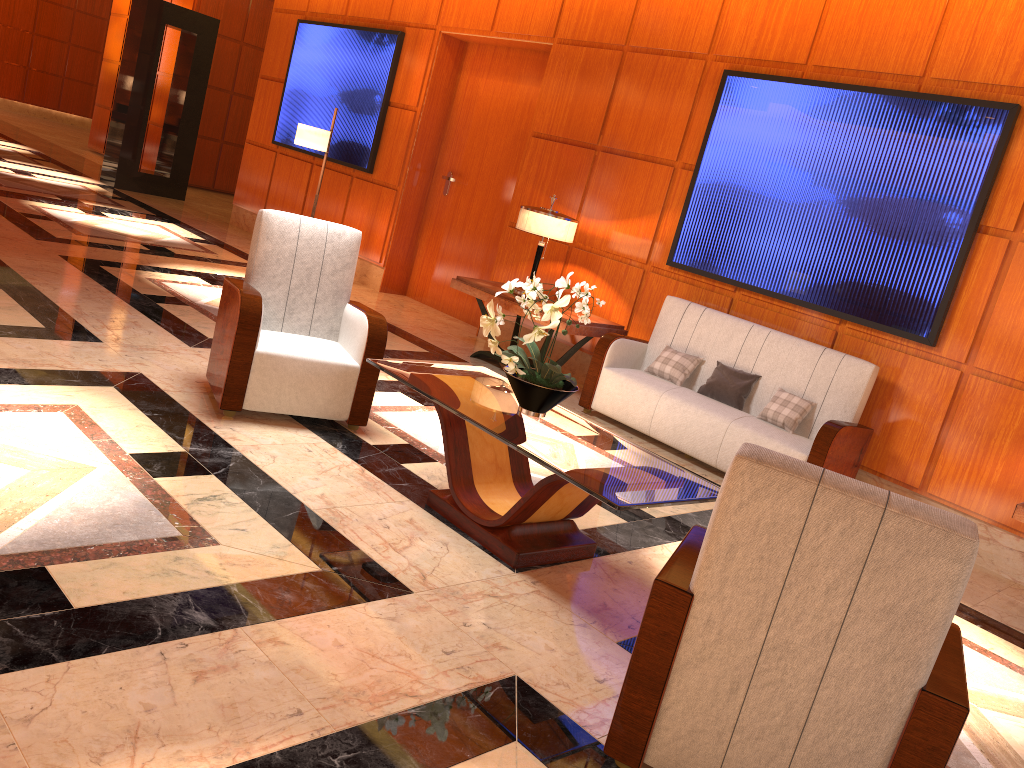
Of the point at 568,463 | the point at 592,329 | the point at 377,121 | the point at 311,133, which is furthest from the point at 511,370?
the point at 377,121

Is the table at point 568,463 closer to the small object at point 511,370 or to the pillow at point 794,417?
the small object at point 511,370

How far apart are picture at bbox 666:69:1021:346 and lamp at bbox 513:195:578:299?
0.75m

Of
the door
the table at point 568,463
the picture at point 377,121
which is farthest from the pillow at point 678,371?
the picture at point 377,121

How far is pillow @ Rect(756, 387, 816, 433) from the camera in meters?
5.4 m

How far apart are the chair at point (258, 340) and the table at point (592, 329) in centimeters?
190cm

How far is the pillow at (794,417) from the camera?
5.4 meters

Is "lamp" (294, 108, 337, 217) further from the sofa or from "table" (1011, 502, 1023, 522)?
"table" (1011, 502, 1023, 522)

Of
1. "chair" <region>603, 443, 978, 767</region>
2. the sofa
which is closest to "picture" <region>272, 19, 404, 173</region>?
the sofa

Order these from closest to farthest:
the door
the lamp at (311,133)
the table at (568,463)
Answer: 1. the table at (568,463)
2. the lamp at (311,133)
3. the door
